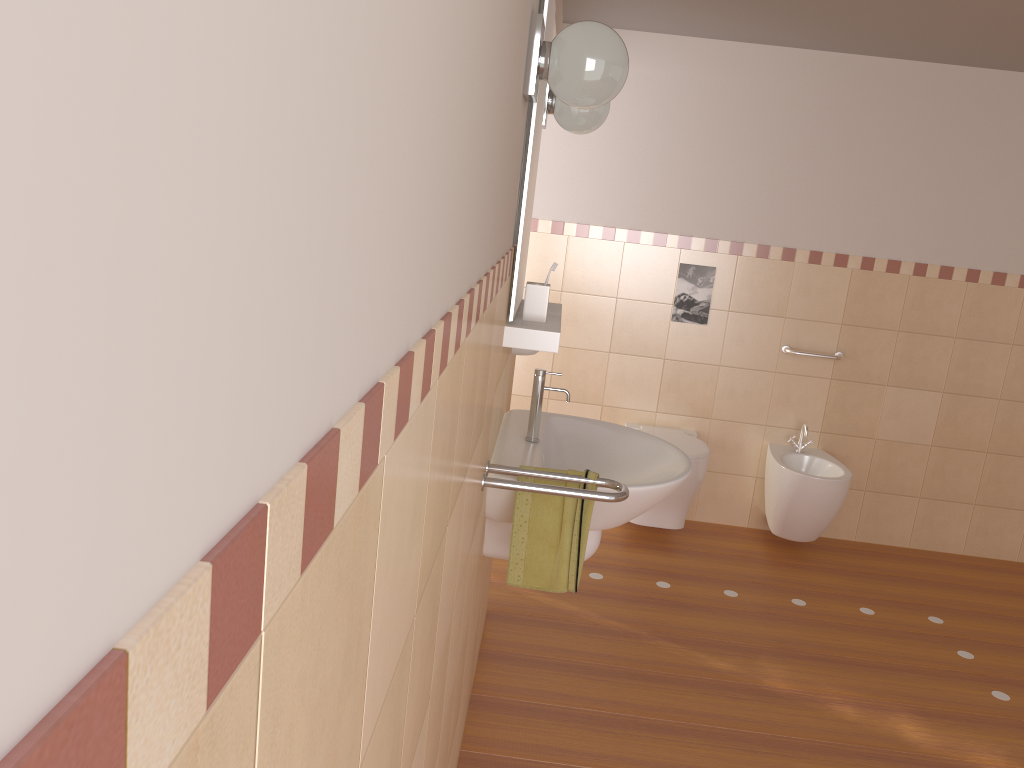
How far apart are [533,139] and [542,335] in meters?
0.5 m

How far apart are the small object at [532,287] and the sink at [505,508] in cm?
21

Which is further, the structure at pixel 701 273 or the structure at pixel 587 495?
the structure at pixel 701 273

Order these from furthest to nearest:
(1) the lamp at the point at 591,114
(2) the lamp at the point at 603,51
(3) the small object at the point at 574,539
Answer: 1. (1) the lamp at the point at 591,114
2. (3) the small object at the point at 574,539
3. (2) the lamp at the point at 603,51

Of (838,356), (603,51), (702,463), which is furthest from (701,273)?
(603,51)

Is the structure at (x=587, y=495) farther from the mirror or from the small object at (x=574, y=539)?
the mirror

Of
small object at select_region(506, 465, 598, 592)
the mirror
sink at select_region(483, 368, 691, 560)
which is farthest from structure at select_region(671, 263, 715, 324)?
small object at select_region(506, 465, 598, 592)

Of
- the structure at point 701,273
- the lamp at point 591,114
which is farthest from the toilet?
the lamp at point 591,114

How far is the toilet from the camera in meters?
3.9

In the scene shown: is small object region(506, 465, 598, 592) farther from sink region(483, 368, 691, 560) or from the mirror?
the mirror
